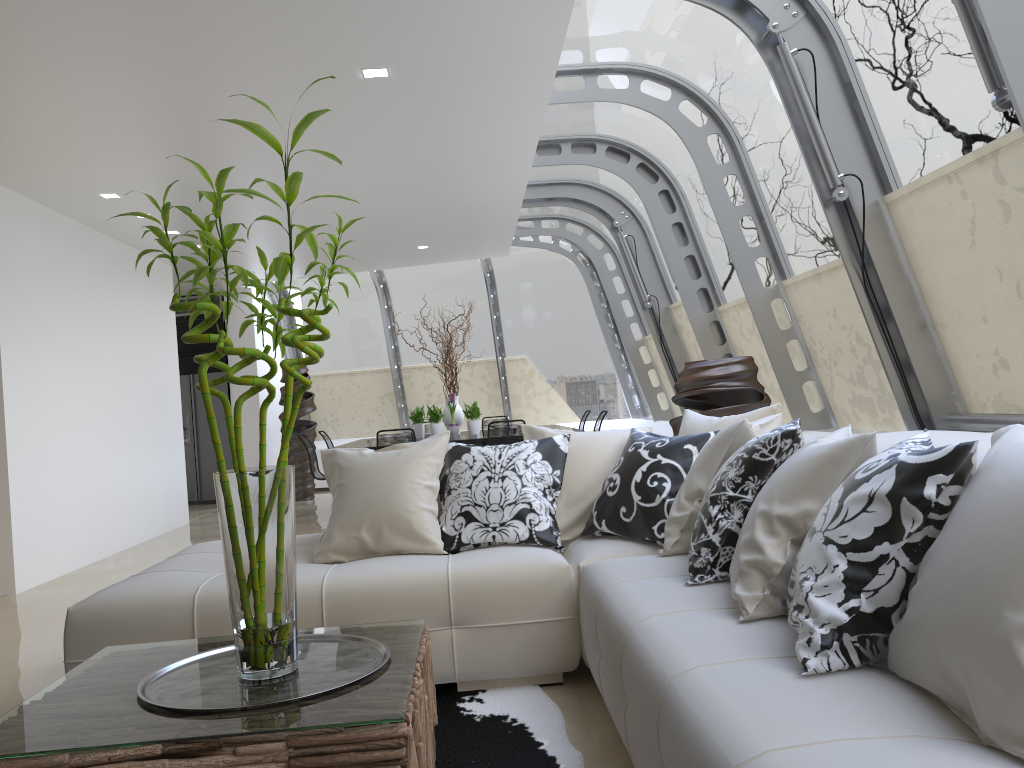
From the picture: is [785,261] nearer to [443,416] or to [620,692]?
[620,692]

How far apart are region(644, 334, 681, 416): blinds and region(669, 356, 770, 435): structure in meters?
4.8

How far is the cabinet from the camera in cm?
1221

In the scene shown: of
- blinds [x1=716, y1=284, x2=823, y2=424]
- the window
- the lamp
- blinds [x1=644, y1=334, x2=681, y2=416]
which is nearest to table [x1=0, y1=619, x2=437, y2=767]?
the window

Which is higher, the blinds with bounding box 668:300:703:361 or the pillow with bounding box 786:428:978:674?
the blinds with bounding box 668:300:703:361

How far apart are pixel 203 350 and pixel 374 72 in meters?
8.3 m

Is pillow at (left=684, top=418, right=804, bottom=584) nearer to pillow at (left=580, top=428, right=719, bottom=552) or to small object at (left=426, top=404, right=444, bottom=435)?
pillow at (left=580, top=428, right=719, bottom=552)

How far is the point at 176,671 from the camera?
2.3m

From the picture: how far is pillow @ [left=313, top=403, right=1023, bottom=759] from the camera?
1.4 meters

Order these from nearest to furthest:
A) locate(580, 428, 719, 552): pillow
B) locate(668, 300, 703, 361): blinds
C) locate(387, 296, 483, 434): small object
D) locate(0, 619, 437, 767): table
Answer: locate(0, 619, 437, 767): table → locate(580, 428, 719, 552): pillow → locate(668, 300, 703, 361): blinds → locate(387, 296, 483, 434): small object
